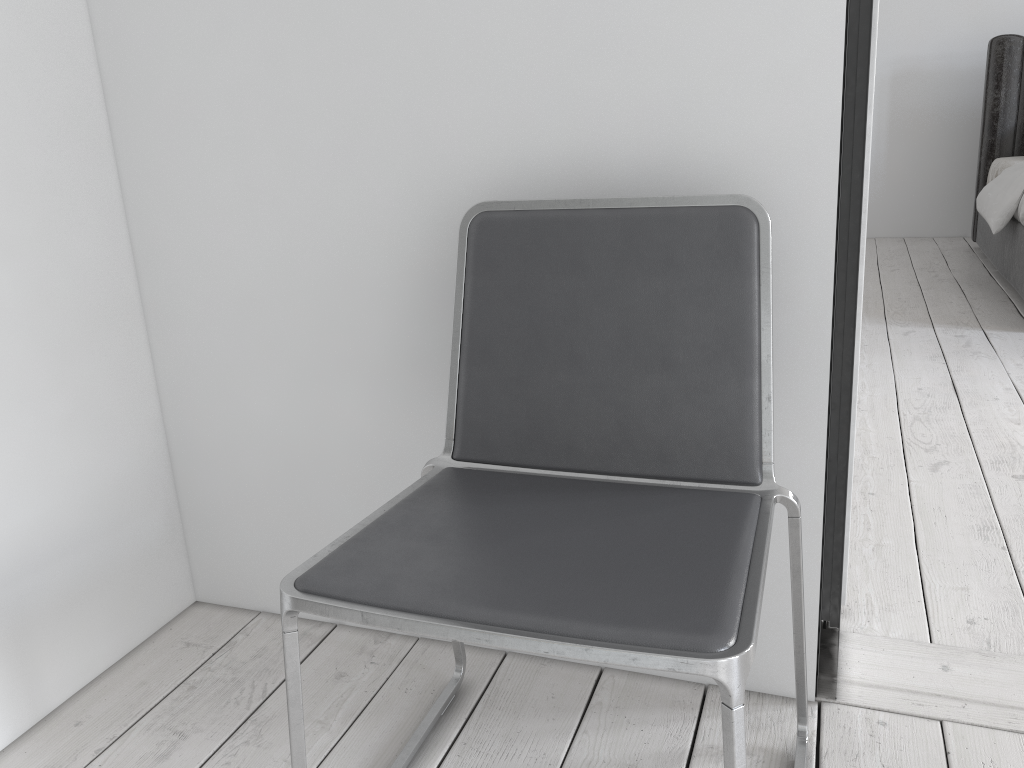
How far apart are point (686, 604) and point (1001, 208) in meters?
3.8

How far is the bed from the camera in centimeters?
393cm

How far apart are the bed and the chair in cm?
319

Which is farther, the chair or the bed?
the bed

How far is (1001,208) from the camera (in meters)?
3.93

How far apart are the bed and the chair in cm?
319

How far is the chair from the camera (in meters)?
0.83

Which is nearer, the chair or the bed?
the chair
